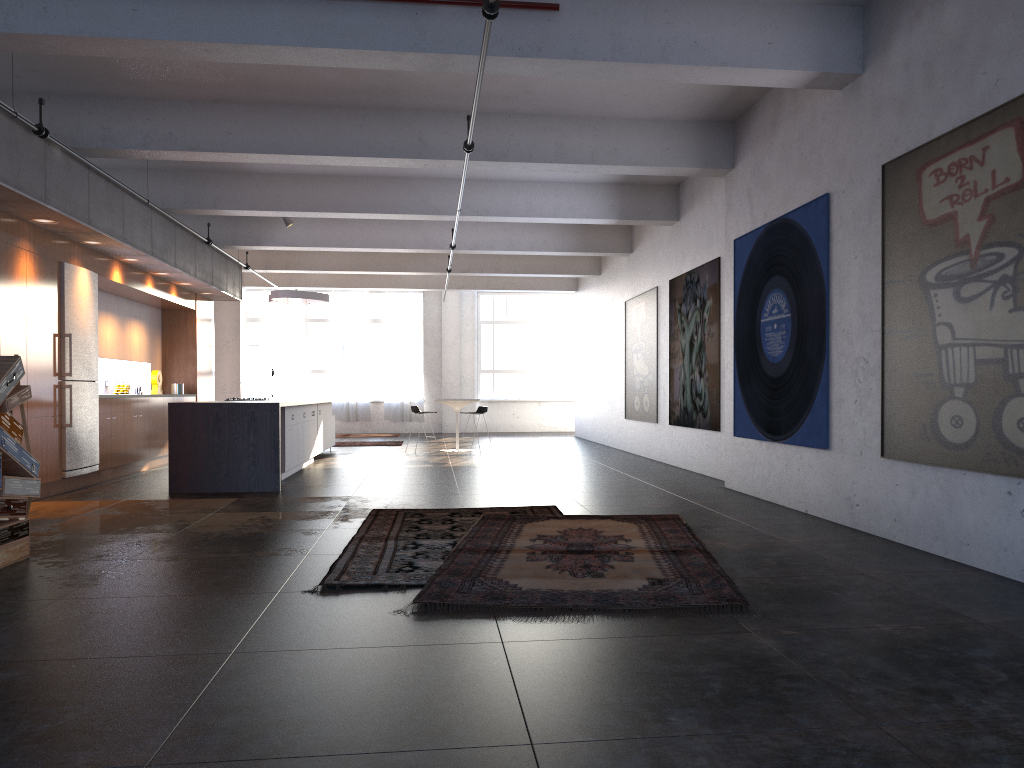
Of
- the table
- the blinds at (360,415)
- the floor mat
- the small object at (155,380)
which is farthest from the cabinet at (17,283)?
the blinds at (360,415)

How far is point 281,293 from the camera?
15.0 meters

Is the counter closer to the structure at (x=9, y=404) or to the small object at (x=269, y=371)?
the structure at (x=9, y=404)

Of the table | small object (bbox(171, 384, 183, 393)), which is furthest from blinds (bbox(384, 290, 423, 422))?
small object (bbox(171, 384, 183, 393))

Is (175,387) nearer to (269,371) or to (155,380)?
(155,380)

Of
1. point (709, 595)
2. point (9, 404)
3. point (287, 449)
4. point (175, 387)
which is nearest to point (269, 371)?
point (175, 387)

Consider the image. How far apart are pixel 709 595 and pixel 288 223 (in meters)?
11.18

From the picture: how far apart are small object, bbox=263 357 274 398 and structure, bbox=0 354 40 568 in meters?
14.8 m

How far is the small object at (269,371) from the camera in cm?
2067

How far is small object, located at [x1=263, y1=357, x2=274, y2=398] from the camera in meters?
20.7 m
